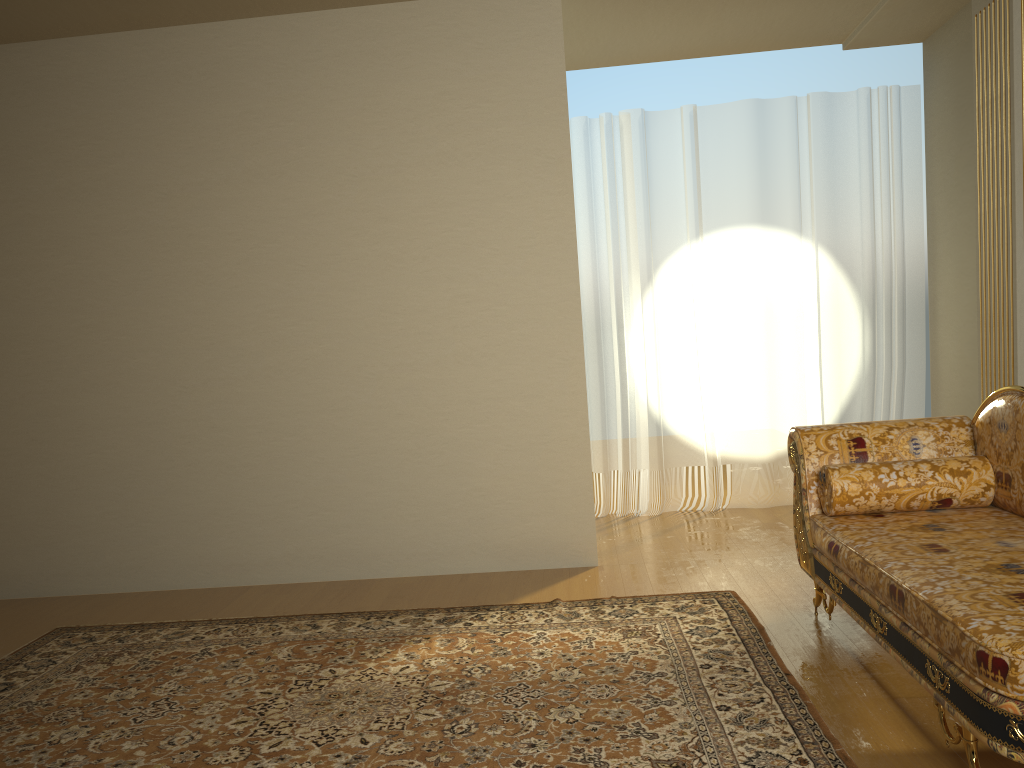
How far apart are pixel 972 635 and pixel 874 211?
4.0 meters

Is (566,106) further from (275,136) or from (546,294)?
(275,136)

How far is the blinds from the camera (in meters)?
5.40

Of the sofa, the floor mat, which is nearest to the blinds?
the floor mat

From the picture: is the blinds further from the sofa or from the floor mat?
the sofa

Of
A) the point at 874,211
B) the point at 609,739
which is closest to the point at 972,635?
the point at 609,739

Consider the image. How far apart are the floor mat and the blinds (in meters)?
1.84

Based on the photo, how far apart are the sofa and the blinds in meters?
2.1

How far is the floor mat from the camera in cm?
242

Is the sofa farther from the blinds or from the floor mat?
the blinds
